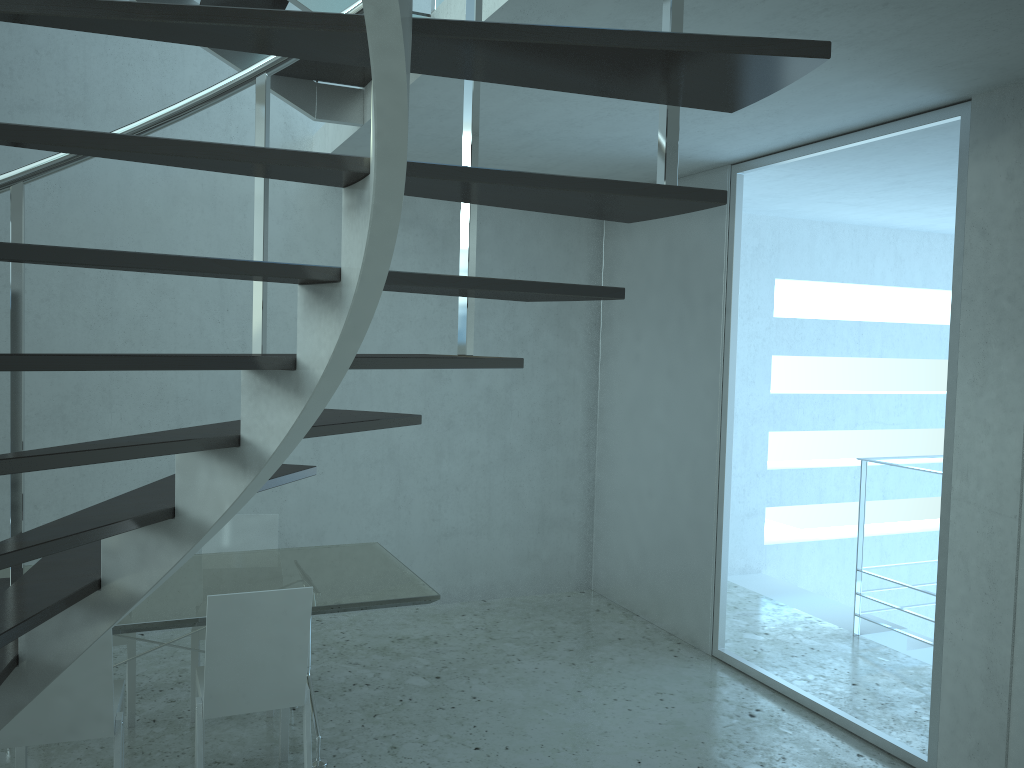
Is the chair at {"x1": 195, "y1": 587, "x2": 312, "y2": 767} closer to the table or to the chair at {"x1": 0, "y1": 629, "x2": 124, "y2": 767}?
the table

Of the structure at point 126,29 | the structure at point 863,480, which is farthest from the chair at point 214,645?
the structure at point 863,480

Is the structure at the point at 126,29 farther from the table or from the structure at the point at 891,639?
the structure at the point at 891,639

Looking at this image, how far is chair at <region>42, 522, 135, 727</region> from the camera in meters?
3.9

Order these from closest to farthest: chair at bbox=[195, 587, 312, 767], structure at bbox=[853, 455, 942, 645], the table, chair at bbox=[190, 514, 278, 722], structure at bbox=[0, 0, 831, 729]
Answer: structure at bbox=[0, 0, 831, 729]
chair at bbox=[195, 587, 312, 767]
the table
chair at bbox=[190, 514, 278, 722]
structure at bbox=[853, 455, 942, 645]

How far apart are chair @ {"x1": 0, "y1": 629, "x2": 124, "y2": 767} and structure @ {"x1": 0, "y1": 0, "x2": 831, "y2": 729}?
0.70m

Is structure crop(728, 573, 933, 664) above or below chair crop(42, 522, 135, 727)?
below

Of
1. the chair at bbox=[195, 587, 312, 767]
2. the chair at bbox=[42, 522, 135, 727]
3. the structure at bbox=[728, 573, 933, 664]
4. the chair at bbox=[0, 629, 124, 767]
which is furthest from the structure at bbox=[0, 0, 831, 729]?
the structure at bbox=[728, 573, 933, 664]

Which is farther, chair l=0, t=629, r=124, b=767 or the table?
the table

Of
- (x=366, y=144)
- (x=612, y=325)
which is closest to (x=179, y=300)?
(x=366, y=144)
